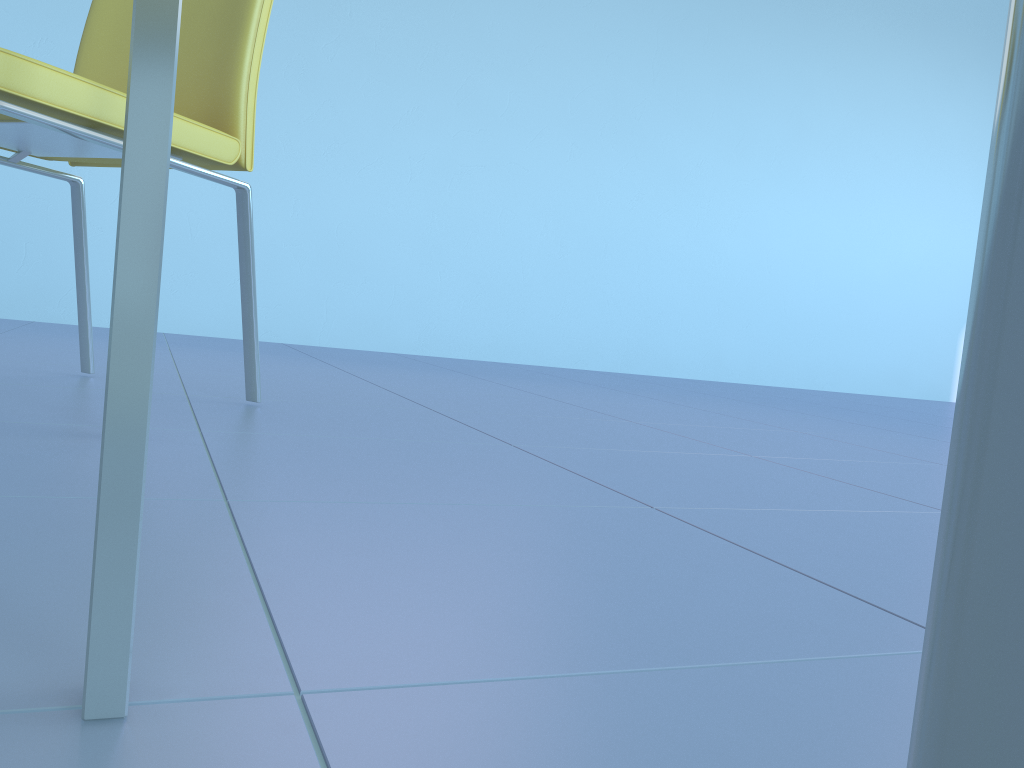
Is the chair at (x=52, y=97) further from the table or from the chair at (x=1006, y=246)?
the chair at (x=1006, y=246)

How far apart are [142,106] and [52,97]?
0.8 meters

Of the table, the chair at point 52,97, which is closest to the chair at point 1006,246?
the table

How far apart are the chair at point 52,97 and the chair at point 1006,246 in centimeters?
103cm

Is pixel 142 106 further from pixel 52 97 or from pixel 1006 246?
pixel 52 97

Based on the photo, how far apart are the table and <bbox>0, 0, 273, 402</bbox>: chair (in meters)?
0.72

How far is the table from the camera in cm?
31

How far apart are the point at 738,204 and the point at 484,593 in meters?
3.4

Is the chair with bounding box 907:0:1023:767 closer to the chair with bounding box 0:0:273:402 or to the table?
the table

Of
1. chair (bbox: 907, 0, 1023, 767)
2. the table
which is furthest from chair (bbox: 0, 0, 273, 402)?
chair (bbox: 907, 0, 1023, 767)
